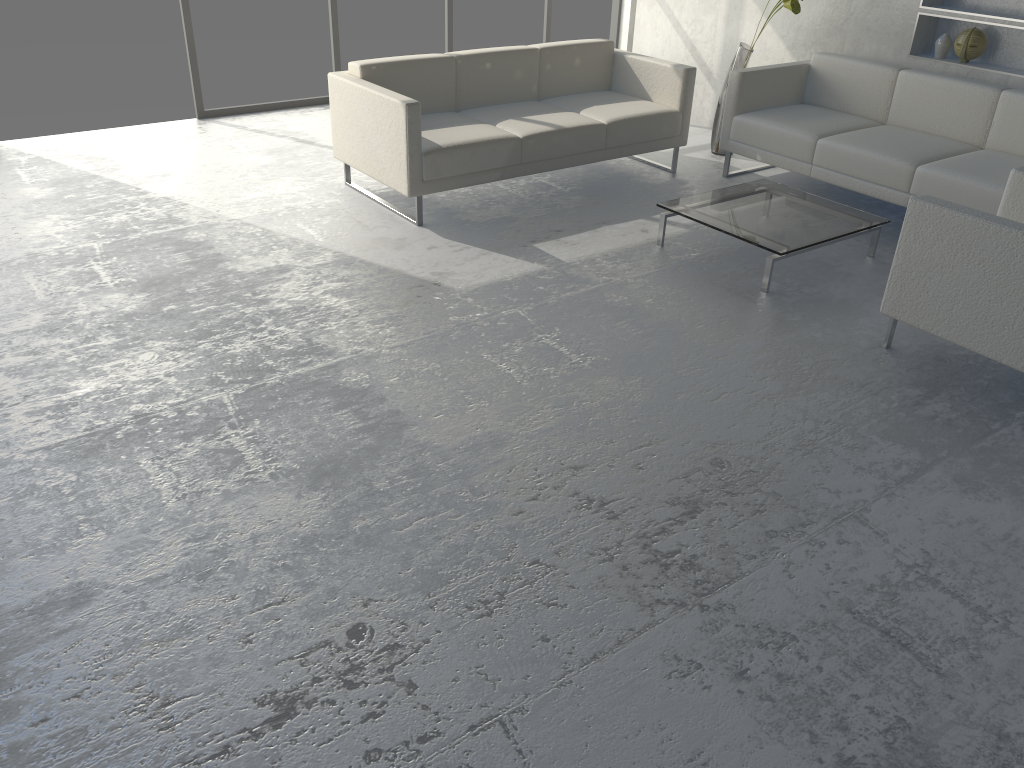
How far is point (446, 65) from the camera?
4.7 meters

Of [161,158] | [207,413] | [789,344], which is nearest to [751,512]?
[789,344]

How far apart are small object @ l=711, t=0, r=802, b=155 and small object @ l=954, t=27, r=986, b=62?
0.9m

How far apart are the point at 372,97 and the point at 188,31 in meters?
2.2 m

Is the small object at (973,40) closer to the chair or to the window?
the chair

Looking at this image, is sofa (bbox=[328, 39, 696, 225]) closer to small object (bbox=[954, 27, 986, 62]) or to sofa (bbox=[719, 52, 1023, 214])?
sofa (bbox=[719, 52, 1023, 214])

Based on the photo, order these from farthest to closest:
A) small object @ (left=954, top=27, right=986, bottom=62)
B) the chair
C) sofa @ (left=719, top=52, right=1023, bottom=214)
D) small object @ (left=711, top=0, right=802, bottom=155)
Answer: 1. small object @ (left=711, top=0, right=802, bottom=155)
2. small object @ (left=954, top=27, right=986, bottom=62)
3. sofa @ (left=719, top=52, right=1023, bottom=214)
4. the chair

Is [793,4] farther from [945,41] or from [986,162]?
[986,162]

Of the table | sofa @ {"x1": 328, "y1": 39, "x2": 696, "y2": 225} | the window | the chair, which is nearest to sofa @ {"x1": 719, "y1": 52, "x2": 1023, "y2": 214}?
sofa @ {"x1": 328, "y1": 39, "x2": 696, "y2": 225}

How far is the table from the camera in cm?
379
